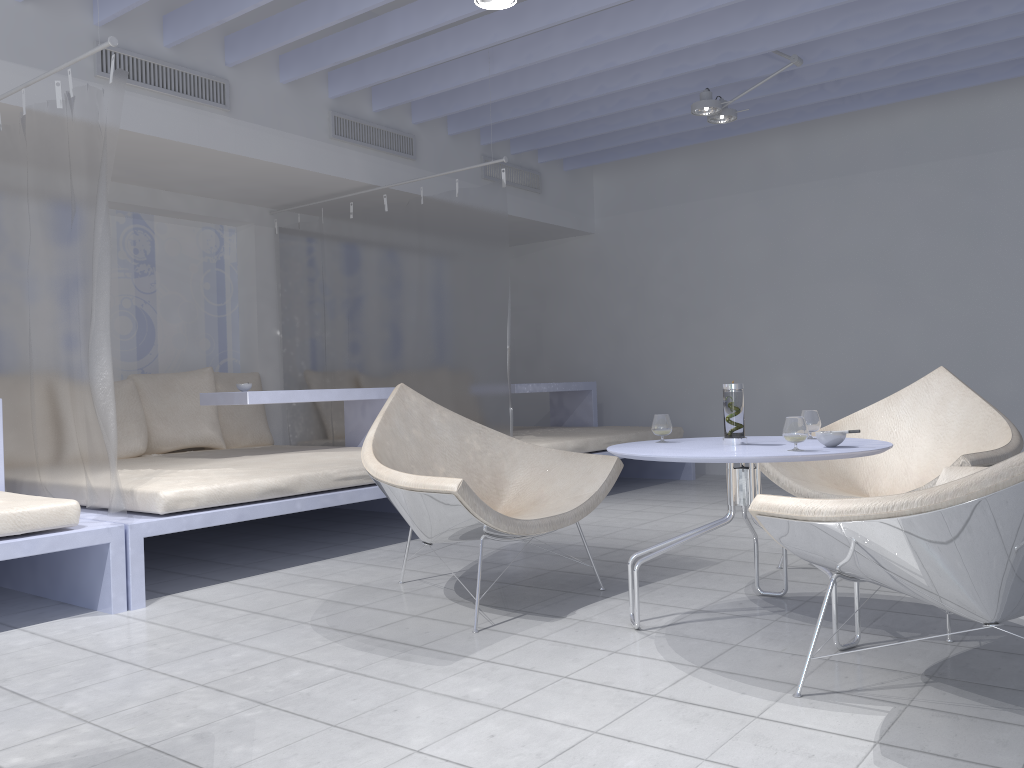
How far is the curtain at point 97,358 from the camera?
3.1m

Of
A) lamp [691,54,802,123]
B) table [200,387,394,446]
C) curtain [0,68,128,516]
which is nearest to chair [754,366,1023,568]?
lamp [691,54,802,123]

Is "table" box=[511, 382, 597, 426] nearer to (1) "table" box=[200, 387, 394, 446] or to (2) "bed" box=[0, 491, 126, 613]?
(1) "table" box=[200, 387, 394, 446]

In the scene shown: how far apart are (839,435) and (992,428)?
1.14m

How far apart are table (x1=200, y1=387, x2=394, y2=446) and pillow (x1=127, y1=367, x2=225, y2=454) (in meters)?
0.72

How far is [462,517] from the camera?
2.7 meters

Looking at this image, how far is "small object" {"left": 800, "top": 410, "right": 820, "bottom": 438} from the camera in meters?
2.8

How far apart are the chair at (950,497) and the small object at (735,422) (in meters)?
0.54

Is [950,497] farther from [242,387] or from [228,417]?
[228,417]

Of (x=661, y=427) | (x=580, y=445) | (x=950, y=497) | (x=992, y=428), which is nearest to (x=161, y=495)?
(x=661, y=427)
